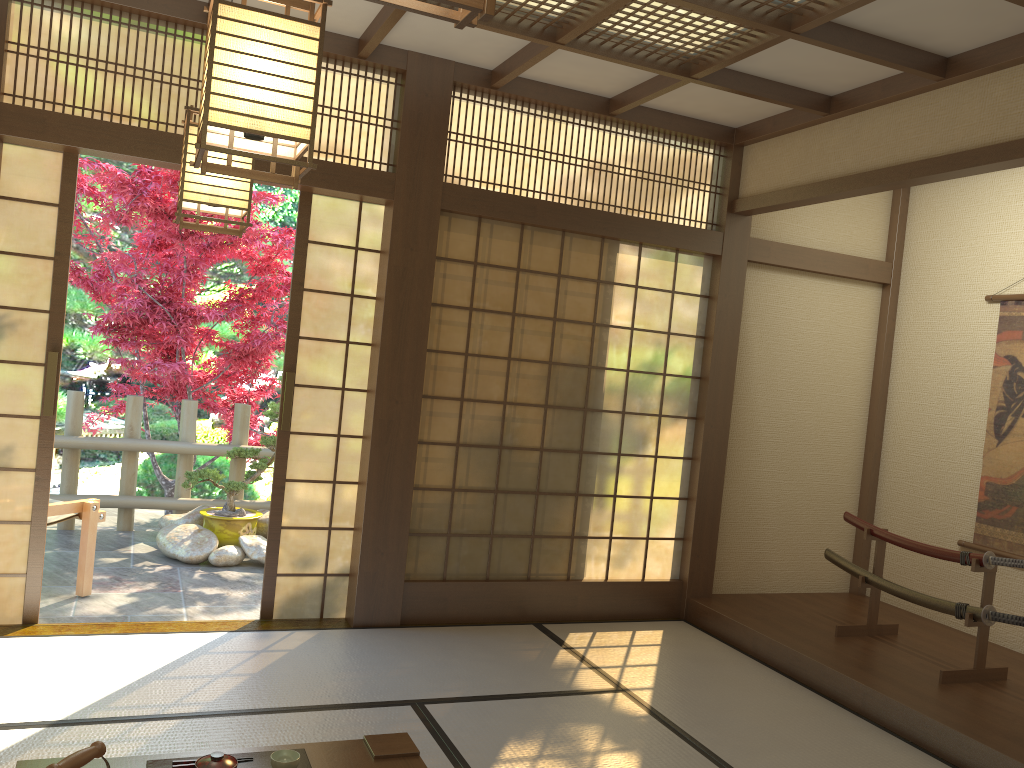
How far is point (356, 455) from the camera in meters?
4.8

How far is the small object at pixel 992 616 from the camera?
4.18m

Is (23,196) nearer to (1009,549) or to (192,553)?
(192,553)

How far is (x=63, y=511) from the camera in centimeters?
489cm

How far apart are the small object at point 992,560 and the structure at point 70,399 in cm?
430

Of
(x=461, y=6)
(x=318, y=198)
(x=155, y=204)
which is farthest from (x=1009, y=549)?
(x=155, y=204)

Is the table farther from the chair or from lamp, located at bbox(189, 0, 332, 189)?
the chair

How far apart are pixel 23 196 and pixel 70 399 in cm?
282

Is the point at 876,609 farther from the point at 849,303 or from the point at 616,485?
the point at 849,303

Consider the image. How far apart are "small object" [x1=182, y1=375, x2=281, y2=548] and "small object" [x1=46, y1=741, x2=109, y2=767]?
4.63m
